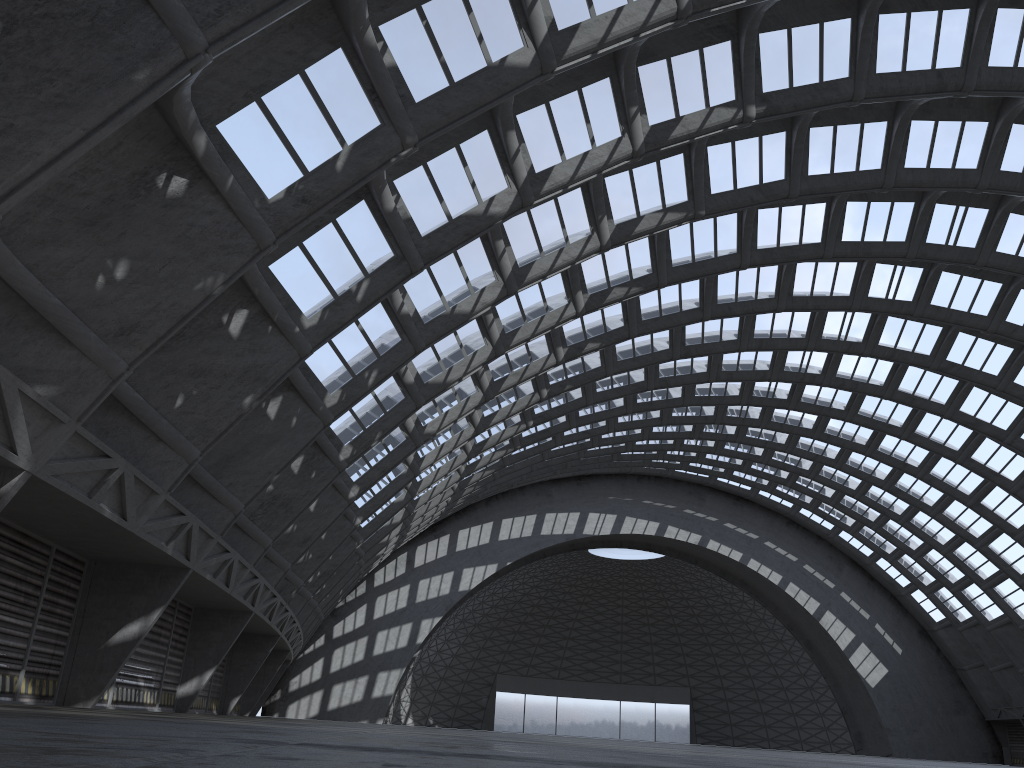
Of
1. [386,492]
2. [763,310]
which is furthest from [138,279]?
[763,310]
